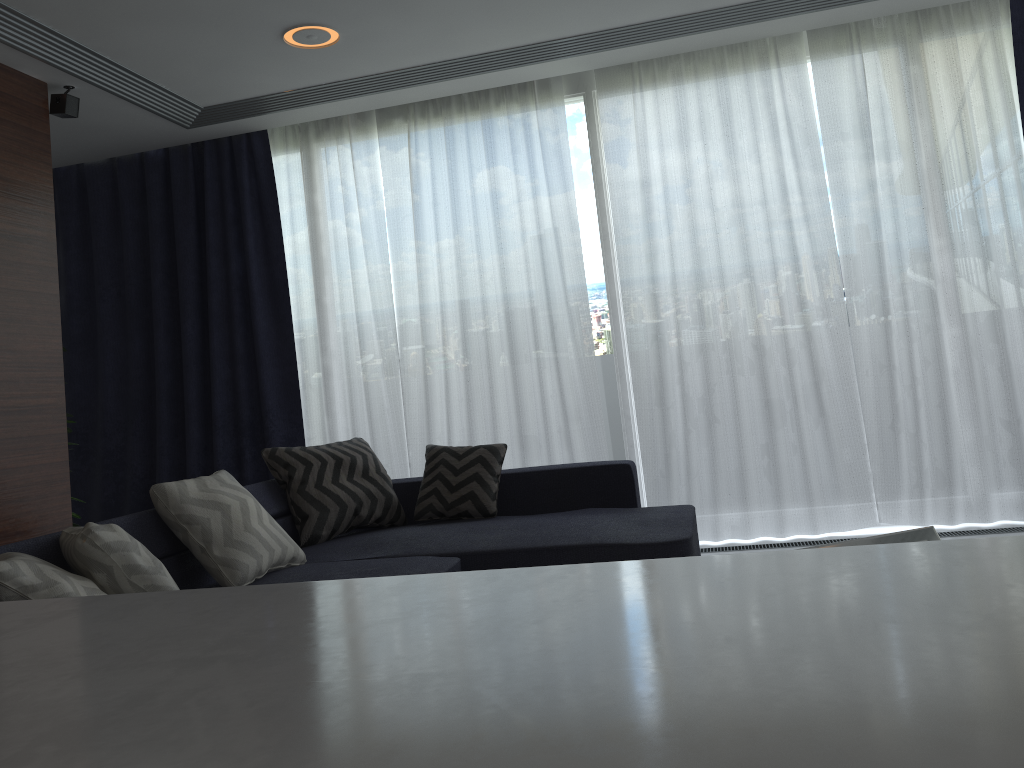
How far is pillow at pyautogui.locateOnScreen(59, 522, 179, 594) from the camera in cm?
234

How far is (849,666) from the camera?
0.3m

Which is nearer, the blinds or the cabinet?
the cabinet

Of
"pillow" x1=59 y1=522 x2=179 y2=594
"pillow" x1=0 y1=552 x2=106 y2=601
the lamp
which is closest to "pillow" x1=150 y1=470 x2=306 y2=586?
"pillow" x1=59 y1=522 x2=179 y2=594

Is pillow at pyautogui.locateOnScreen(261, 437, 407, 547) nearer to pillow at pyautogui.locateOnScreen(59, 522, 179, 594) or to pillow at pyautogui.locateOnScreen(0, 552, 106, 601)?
pillow at pyautogui.locateOnScreen(59, 522, 179, 594)

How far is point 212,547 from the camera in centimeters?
300cm

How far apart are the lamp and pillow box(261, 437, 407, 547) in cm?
181

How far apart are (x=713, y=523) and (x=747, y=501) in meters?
0.2

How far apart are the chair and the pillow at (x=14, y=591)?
1.95m

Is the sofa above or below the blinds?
below
